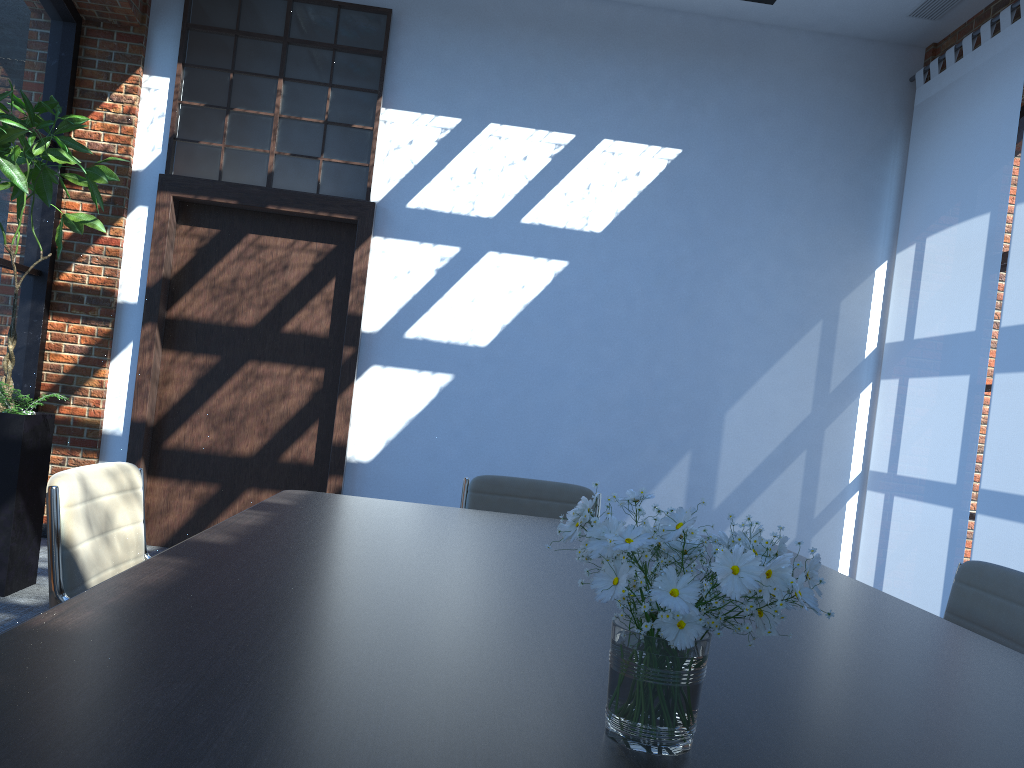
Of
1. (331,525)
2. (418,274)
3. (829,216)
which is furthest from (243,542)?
(829,216)

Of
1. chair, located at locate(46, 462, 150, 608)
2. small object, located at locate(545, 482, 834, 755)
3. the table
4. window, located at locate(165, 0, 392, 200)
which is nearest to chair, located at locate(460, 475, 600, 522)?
the table

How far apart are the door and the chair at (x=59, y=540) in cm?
331

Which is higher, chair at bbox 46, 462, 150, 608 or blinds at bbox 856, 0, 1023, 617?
blinds at bbox 856, 0, 1023, 617

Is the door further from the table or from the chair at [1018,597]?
the chair at [1018,597]

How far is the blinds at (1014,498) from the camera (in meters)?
4.44

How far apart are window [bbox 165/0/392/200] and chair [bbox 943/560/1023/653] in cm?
438

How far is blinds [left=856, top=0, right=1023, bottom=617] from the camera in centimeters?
495cm

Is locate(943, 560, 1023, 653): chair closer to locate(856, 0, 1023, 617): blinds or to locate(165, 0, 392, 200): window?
locate(856, 0, 1023, 617): blinds

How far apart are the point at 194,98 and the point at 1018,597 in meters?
5.5
